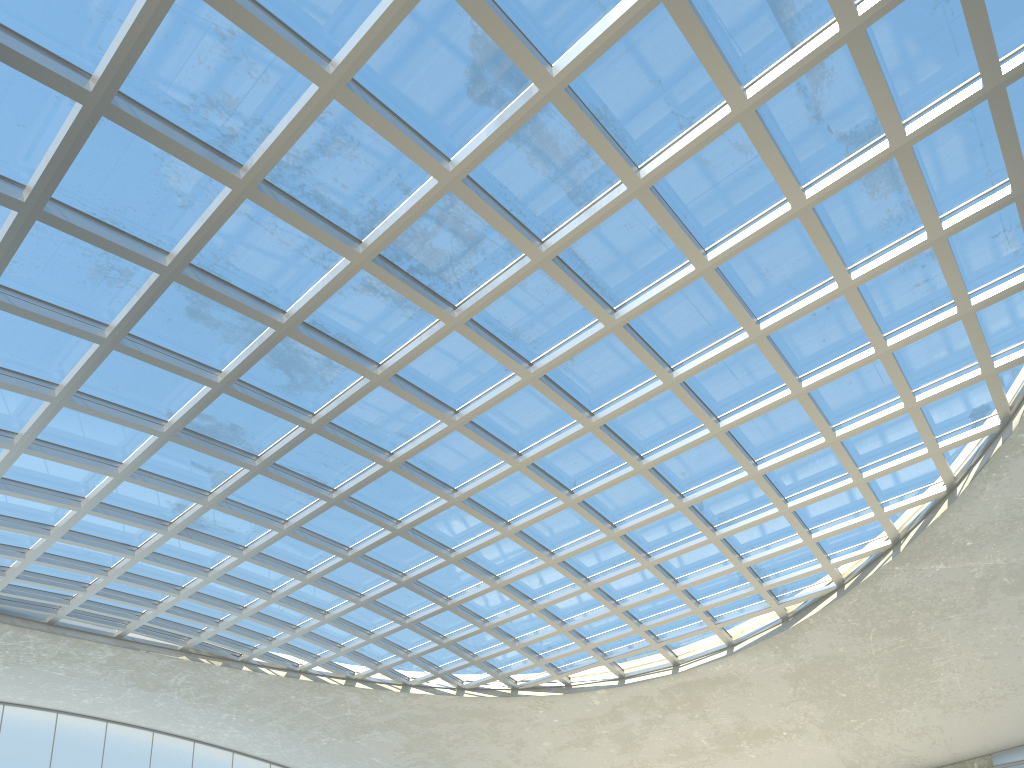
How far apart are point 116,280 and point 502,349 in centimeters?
2038cm

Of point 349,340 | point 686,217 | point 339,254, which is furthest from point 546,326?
point 339,254
